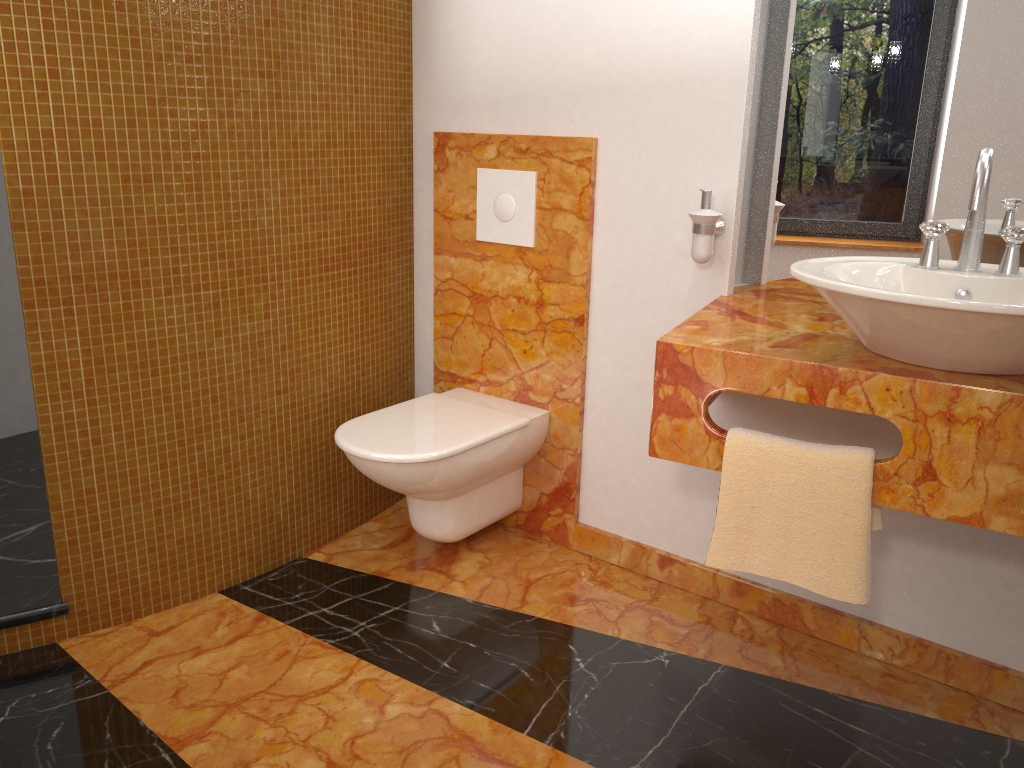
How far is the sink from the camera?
1.30m

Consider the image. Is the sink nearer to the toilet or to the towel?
the towel

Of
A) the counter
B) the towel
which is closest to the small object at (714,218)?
the counter

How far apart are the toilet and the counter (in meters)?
0.54

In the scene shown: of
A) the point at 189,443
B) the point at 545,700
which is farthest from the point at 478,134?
the point at 545,700

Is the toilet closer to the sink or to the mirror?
the mirror

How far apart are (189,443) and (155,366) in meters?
0.2 m

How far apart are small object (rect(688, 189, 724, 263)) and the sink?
0.4 meters

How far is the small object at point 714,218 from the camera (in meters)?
2.00

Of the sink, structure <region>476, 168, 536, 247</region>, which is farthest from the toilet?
the sink
